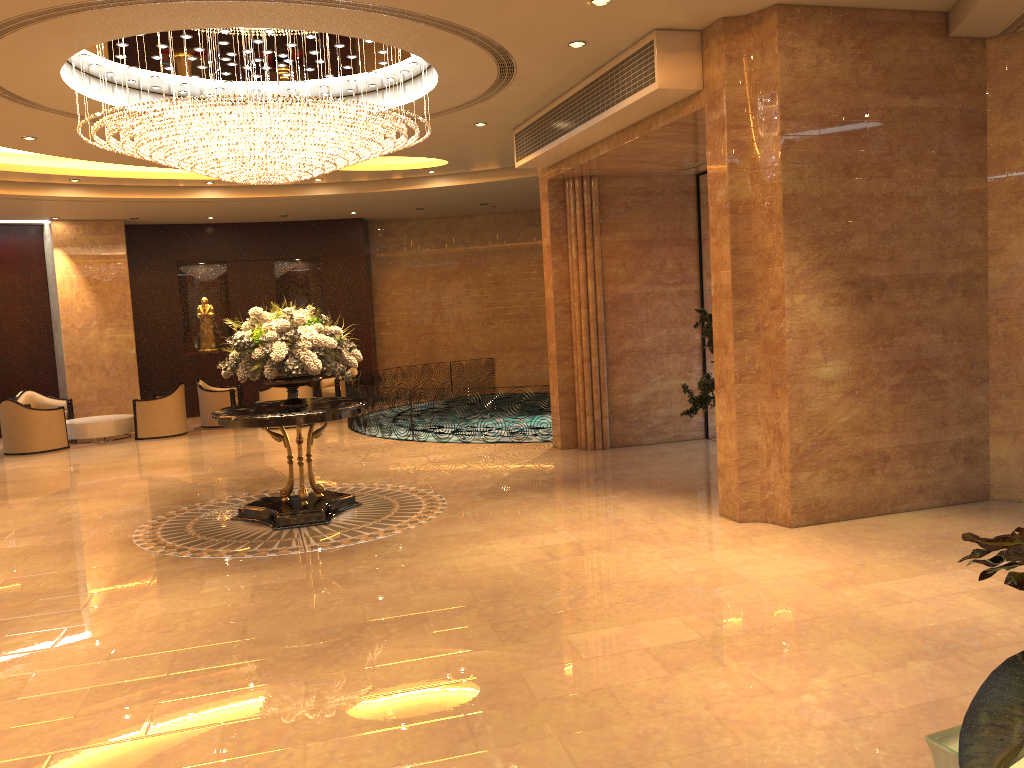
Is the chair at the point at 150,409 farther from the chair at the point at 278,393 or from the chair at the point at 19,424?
the chair at the point at 278,393

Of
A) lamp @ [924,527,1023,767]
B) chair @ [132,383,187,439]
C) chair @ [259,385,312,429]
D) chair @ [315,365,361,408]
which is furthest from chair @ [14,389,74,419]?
lamp @ [924,527,1023,767]

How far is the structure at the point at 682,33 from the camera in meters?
7.5 m

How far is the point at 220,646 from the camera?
5.35m

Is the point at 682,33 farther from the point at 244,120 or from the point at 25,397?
the point at 25,397

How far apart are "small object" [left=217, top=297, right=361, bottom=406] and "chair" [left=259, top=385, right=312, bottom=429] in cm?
676

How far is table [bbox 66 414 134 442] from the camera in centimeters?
1514cm

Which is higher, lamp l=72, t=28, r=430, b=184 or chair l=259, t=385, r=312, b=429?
lamp l=72, t=28, r=430, b=184

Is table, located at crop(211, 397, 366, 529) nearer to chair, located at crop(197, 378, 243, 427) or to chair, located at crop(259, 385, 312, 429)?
chair, located at crop(259, 385, 312, 429)

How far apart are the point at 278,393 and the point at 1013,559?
15.31m
